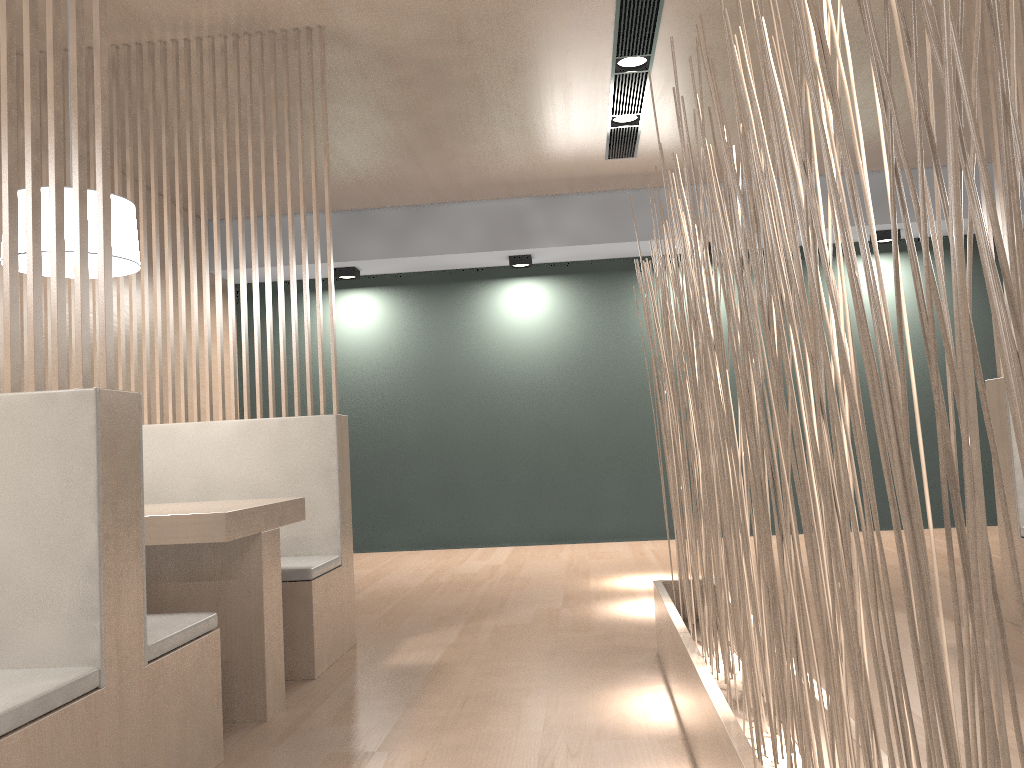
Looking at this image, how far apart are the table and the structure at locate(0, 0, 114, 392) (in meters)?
0.39

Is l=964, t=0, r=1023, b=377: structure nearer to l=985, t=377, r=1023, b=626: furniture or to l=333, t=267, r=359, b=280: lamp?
l=985, t=377, r=1023, b=626: furniture

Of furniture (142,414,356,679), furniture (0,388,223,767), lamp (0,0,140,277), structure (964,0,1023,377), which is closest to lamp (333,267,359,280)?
furniture (142,414,356,679)

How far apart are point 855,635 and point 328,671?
1.6 meters

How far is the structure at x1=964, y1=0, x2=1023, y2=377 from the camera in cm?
215

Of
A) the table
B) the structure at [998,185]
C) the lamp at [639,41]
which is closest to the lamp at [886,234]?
the lamp at [639,41]

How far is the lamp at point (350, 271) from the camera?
4.2 meters

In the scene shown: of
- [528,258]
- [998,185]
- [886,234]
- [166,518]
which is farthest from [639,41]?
[886,234]

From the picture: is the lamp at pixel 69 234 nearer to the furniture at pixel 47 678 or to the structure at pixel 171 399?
the structure at pixel 171 399

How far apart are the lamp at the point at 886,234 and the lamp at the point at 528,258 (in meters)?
1.58
